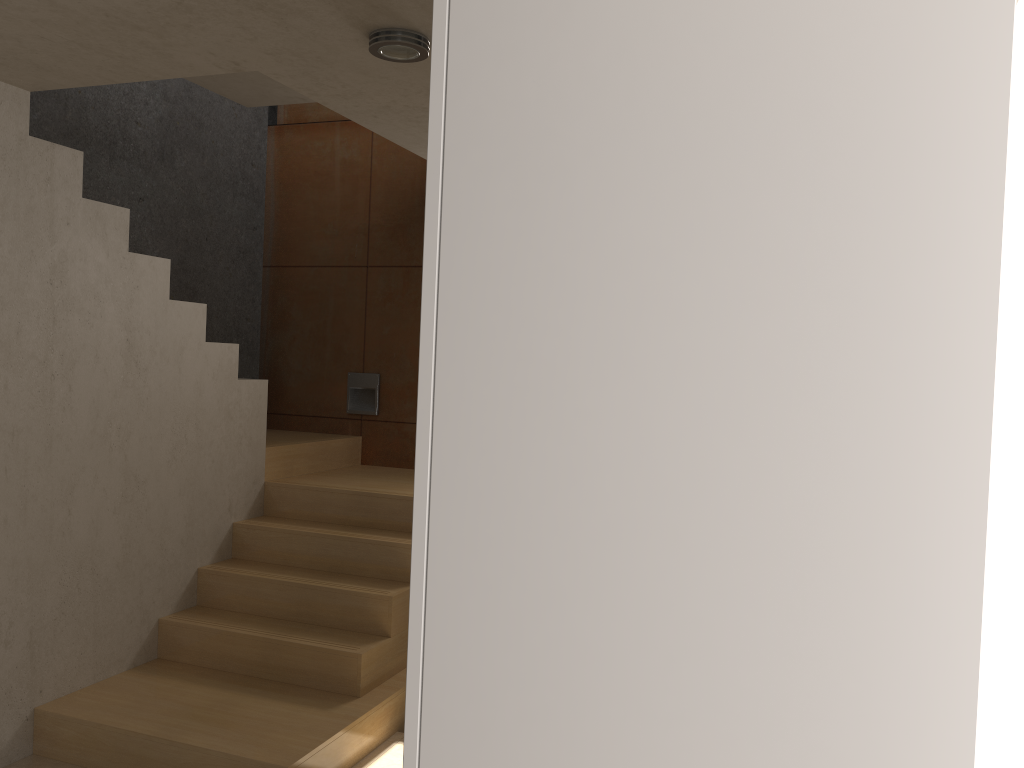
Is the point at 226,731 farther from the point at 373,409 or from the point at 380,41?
the point at 373,409

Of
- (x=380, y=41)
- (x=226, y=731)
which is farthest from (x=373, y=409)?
(x=380, y=41)

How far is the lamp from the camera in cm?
250

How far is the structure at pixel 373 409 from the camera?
5.59m

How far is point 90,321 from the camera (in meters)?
3.57

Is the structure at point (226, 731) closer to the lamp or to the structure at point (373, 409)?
the structure at point (373, 409)

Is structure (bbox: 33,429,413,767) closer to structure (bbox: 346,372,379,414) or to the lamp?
structure (bbox: 346,372,379,414)

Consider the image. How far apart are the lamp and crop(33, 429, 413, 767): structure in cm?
227

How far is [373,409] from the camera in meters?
5.6 m

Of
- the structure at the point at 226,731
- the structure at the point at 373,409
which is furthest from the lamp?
the structure at the point at 373,409
